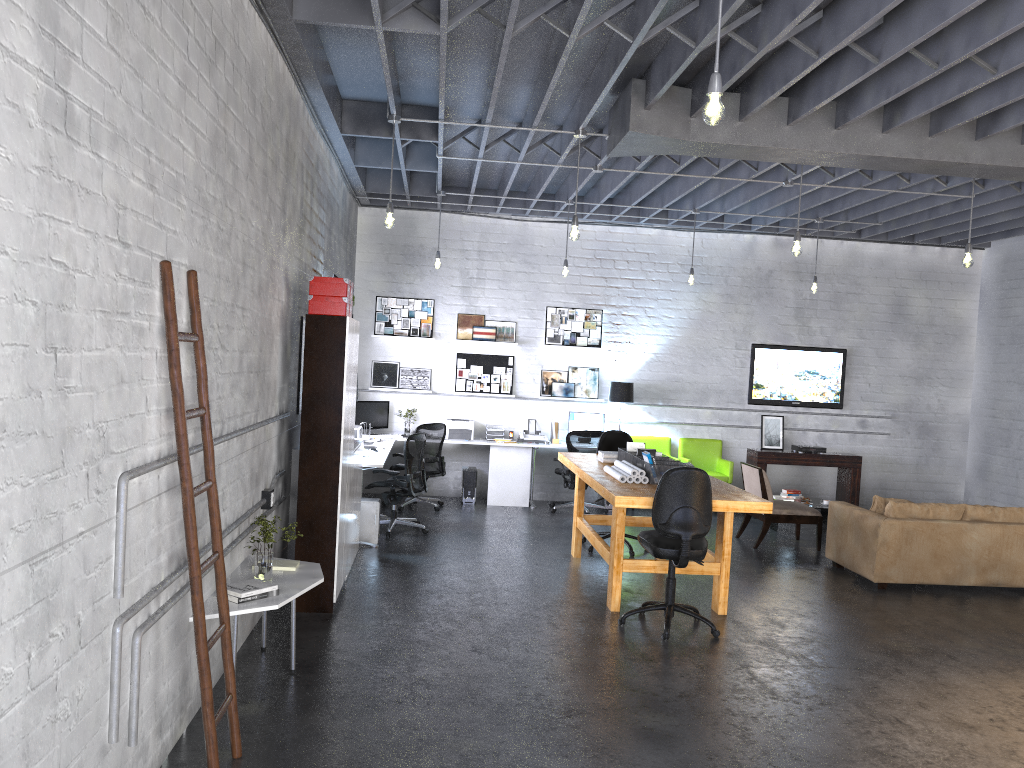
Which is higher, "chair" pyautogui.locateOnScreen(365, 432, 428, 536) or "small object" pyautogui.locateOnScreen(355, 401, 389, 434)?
"small object" pyautogui.locateOnScreen(355, 401, 389, 434)

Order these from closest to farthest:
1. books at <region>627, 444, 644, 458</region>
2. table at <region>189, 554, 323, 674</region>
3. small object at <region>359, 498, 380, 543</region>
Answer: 1. table at <region>189, 554, 323, 674</region>
2. books at <region>627, 444, 644, 458</region>
3. small object at <region>359, 498, 380, 543</region>

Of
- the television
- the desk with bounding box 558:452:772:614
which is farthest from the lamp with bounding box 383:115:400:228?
the television

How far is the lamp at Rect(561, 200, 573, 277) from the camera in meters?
10.2 m

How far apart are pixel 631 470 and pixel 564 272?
3.94m

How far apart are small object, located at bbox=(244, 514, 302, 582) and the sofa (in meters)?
5.27

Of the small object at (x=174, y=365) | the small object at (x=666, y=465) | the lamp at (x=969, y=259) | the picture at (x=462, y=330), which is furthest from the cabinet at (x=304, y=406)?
the lamp at (x=969, y=259)

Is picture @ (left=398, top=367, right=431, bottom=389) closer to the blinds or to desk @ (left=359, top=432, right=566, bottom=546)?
desk @ (left=359, top=432, right=566, bottom=546)

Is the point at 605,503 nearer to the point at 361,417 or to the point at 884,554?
the point at 361,417

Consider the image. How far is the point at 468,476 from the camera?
11.01m
